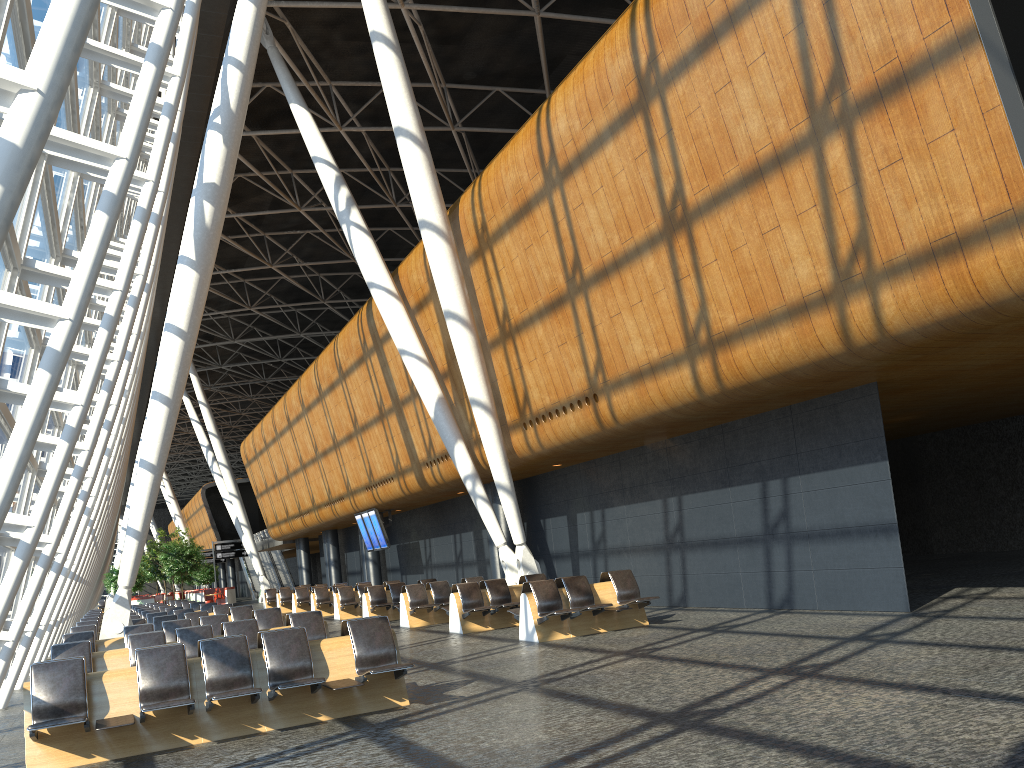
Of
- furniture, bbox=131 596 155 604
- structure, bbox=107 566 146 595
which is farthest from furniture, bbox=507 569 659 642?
furniture, bbox=131 596 155 604

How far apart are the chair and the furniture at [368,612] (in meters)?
27.62

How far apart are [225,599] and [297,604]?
18.6 meters

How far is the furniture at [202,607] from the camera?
21.7 meters

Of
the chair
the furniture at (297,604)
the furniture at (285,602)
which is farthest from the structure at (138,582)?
the furniture at (297,604)

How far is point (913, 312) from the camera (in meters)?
9.02

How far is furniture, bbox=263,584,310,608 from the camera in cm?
3364

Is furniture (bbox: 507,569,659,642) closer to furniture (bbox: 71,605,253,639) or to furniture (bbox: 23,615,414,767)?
furniture (bbox: 23,615,414,767)

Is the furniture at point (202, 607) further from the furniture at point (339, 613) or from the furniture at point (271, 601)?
the furniture at point (271, 601)

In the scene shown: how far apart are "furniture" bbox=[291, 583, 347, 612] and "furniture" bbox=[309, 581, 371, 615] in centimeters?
224cm
